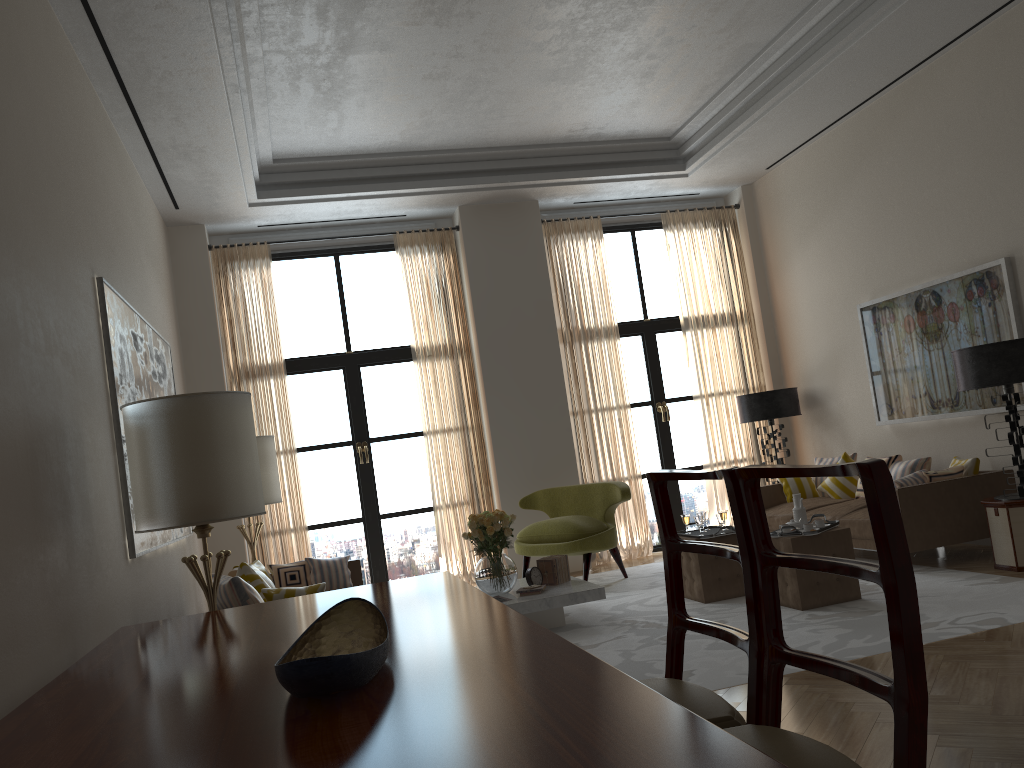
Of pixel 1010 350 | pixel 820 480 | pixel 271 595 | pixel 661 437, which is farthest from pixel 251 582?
pixel 661 437

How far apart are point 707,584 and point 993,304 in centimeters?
399cm

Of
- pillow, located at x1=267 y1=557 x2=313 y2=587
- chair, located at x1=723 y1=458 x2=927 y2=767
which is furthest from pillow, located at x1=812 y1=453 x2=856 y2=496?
chair, located at x1=723 y1=458 x2=927 y2=767

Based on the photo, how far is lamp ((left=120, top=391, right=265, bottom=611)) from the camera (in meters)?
5.09

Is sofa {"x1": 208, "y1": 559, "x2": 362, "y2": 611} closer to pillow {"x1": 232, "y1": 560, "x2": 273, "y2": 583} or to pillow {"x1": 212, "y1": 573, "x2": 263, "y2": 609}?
pillow {"x1": 232, "y1": 560, "x2": 273, "y2": 583}

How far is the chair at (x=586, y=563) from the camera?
10.0 meters

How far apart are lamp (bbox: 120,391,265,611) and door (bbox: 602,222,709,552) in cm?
805

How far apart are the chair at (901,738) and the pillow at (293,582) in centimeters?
678cm

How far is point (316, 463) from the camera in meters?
11.7

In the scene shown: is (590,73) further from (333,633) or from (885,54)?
(333,633)
